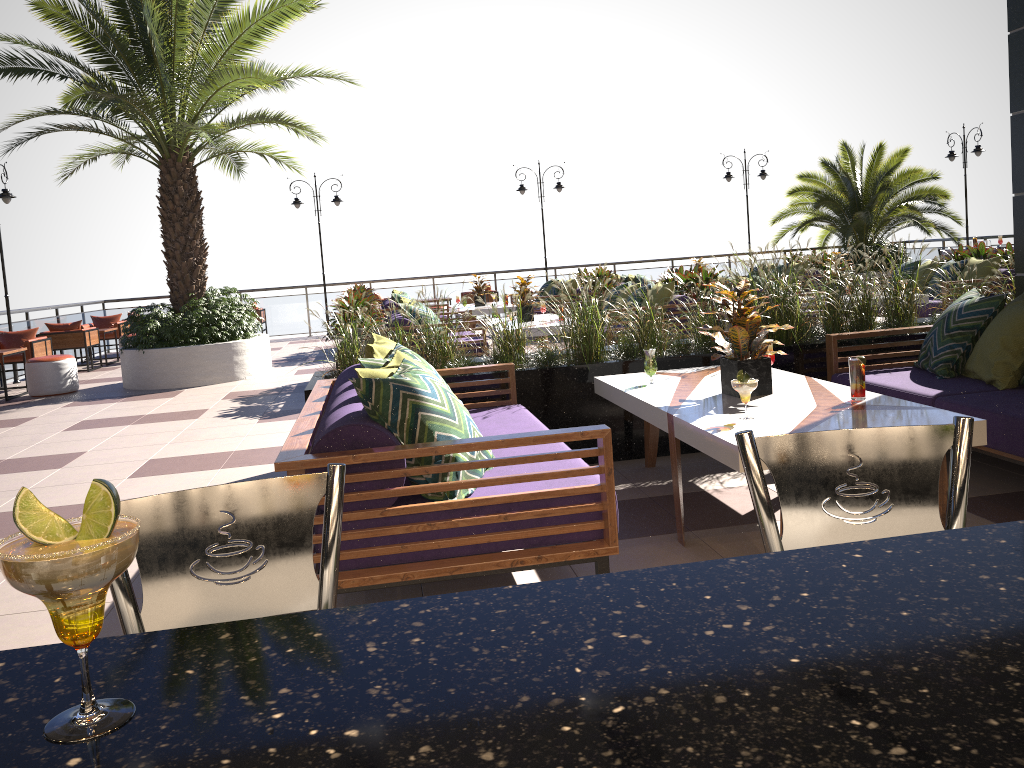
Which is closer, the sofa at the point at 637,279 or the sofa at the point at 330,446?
the sofa at the point at 330,446

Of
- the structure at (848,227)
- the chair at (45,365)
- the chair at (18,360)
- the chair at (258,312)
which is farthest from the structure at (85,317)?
the chair at (45,365)

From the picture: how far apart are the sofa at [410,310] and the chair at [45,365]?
4.6m

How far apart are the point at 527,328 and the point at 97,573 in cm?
837

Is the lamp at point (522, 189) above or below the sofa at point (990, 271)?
above

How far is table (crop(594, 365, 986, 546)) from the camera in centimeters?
331cm

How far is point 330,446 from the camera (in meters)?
2.89

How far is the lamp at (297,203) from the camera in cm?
1768

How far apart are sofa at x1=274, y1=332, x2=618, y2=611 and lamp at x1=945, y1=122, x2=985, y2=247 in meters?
15.7

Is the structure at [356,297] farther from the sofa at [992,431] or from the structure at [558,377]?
the sofa at [992,431]
